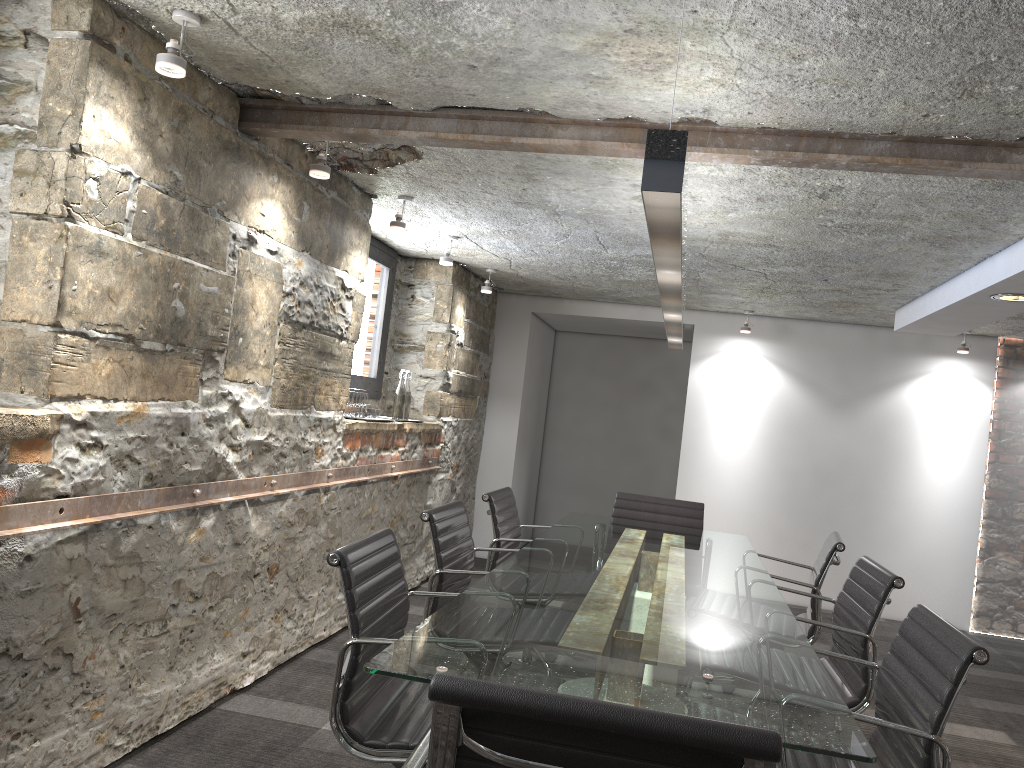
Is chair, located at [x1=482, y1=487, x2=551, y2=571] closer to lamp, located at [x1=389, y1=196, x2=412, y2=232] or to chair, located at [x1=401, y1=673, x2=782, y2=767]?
lamp, located at [x1=389, y1=196, x2=412, y2=232]

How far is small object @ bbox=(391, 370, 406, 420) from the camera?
5.2m

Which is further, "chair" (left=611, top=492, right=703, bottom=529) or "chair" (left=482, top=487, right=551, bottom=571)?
"chair" (left=611, top=492, right=703, bottom=529)

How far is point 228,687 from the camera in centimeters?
333cm

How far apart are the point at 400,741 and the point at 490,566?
1.8 meters

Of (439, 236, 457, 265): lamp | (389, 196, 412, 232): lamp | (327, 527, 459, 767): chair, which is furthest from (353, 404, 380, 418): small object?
(327, 527, 459, 767): chair

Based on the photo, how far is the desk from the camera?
1.7m

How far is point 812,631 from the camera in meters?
3.5 m

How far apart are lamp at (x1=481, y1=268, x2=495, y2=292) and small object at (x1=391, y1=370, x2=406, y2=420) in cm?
108

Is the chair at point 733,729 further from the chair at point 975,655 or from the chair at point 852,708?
the chair at point 852,708
